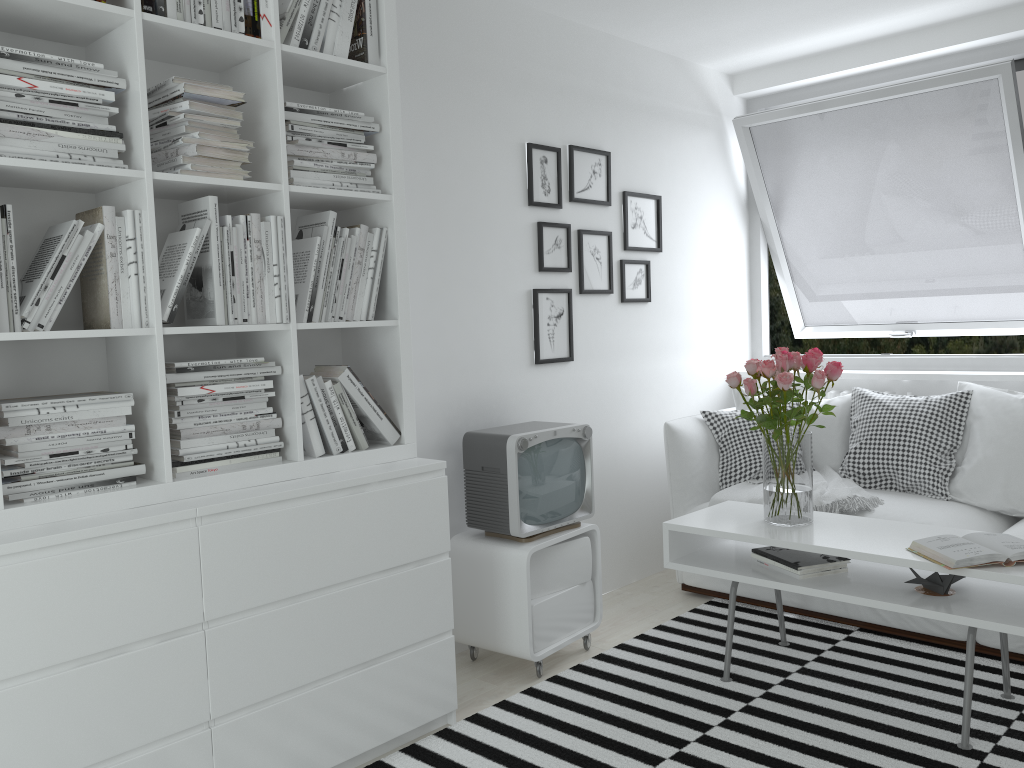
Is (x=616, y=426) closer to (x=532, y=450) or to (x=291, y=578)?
(x=532, y=450)

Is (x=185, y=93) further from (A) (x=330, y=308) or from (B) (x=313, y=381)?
(B) (x=313, y=381)

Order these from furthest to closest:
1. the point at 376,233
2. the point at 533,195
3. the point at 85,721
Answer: the point at 533,195, the point at 376,233, the point at 85,721

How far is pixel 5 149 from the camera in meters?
1.9 m

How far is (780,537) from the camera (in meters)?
2.82

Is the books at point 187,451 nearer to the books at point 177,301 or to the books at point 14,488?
the books at point 14,488

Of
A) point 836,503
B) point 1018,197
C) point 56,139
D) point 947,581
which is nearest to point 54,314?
point 56,139

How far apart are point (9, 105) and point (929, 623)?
3.2 meters

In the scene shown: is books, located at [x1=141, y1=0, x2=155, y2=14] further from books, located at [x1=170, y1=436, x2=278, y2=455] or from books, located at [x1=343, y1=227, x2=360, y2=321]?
books, located at [x1=170, y1=436, x2=278, y2=455]

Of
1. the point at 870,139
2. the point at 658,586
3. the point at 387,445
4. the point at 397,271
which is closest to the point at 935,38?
the point at 870,139
